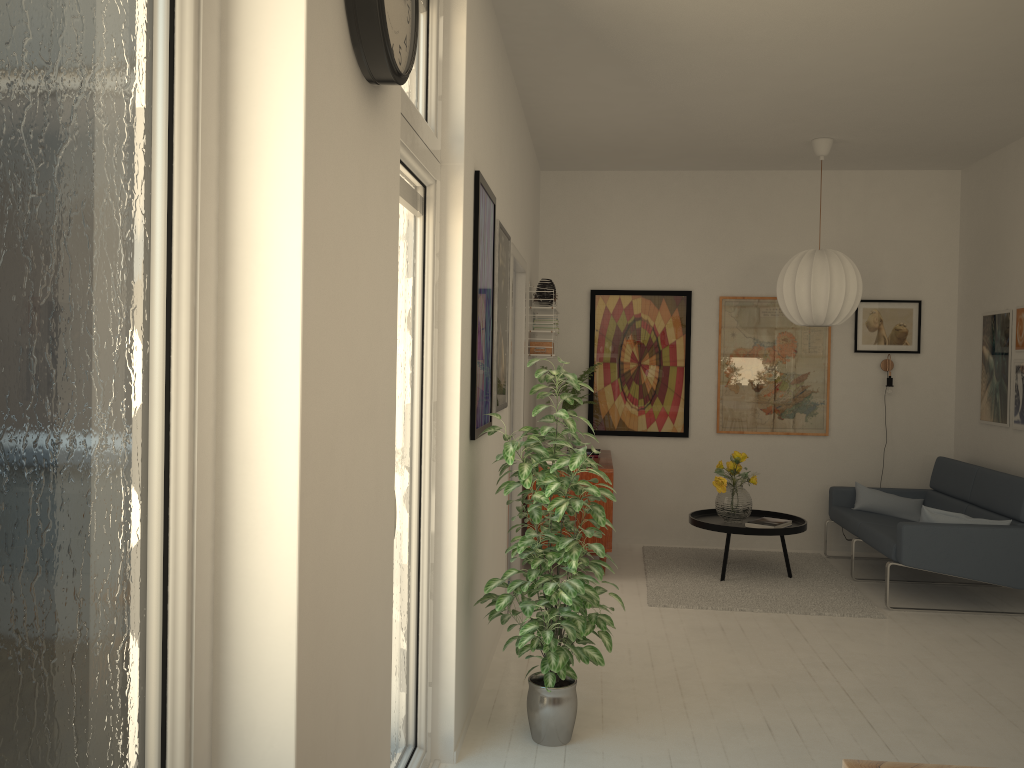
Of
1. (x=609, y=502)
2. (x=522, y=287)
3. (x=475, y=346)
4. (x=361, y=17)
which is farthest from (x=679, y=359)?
(x=361, y=17)

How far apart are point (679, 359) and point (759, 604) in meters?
2.2

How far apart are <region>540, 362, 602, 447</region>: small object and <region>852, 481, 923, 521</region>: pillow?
2.2 meters

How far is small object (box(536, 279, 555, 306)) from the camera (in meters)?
5.99

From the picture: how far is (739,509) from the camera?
5.83m

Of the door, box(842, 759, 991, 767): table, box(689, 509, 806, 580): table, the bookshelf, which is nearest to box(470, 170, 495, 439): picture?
the door

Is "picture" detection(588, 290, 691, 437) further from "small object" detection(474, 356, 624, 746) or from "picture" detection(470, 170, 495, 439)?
"small object" detection(474, 356, 624, 746)

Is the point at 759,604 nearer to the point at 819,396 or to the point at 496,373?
the point at 819,396

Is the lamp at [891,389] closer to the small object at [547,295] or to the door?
the small object at [547,295]

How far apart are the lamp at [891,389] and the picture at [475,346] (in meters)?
4.06
